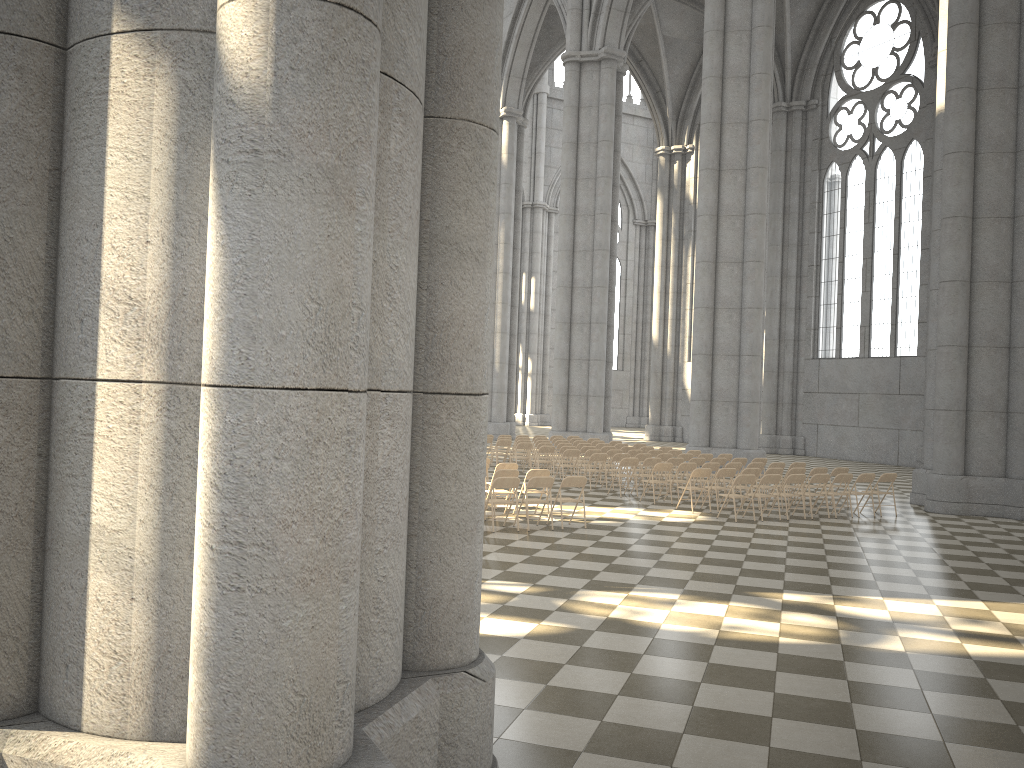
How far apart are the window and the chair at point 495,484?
22.9m

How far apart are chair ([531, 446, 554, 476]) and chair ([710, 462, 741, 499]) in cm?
492

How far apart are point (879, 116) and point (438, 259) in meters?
33.2

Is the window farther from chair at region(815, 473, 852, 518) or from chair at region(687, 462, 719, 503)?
chair at region(815, 473, 852, 518)

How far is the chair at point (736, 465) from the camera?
18.00m

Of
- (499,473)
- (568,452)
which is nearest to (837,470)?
(568,452)

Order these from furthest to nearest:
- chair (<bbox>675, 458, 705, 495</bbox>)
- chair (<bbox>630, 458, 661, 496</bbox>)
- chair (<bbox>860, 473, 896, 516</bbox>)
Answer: chair (<bbox>675, 458, 705, 495</bbox>) → chair (<bbox>630, 458, 661, 496</bbox>) → chair (<bbox>860, 473, 896, 516</bbox>)

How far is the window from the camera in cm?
3145

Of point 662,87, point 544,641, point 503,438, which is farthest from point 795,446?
point 544,641

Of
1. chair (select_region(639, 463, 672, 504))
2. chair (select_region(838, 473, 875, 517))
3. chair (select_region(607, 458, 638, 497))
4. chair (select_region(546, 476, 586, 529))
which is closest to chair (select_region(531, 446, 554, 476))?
chair (select_region(607, 458, 638, 497))
